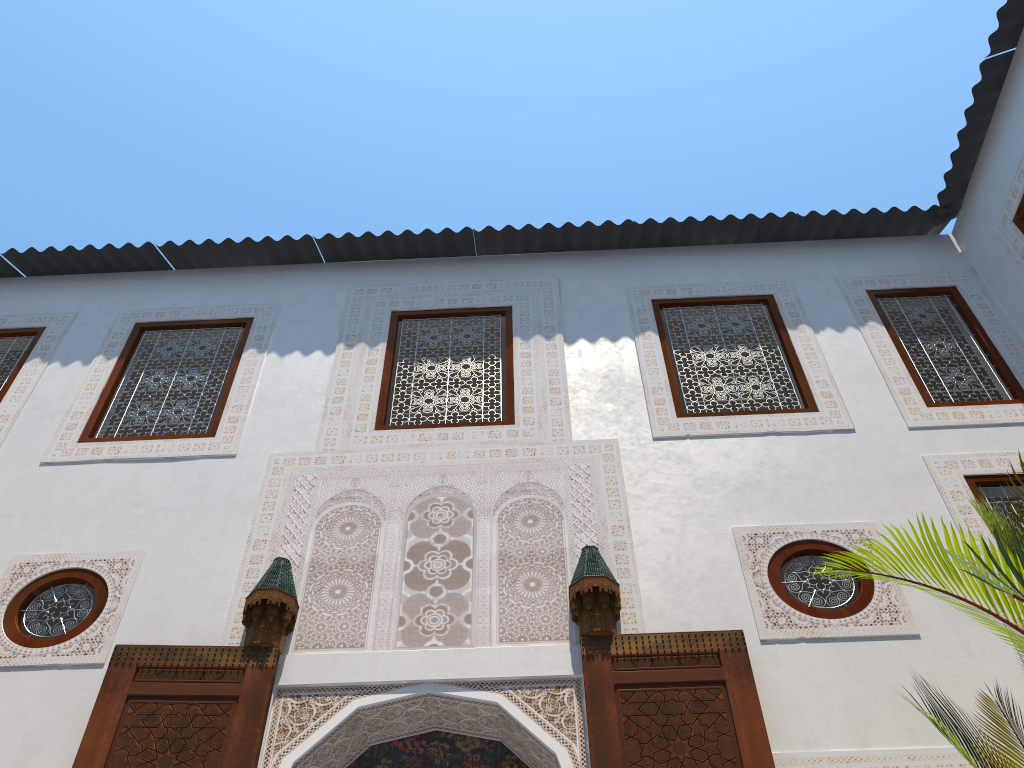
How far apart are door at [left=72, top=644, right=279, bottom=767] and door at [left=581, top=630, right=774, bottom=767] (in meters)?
1.04

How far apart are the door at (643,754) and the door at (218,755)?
1.04m

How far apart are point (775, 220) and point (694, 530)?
2.34m

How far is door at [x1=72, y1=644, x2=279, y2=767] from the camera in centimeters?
273cm

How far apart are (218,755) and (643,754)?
1.3m

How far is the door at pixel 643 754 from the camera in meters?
2.7

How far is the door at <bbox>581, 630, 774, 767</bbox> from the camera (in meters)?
2.67

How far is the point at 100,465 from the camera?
Answer: 3.9 meters
